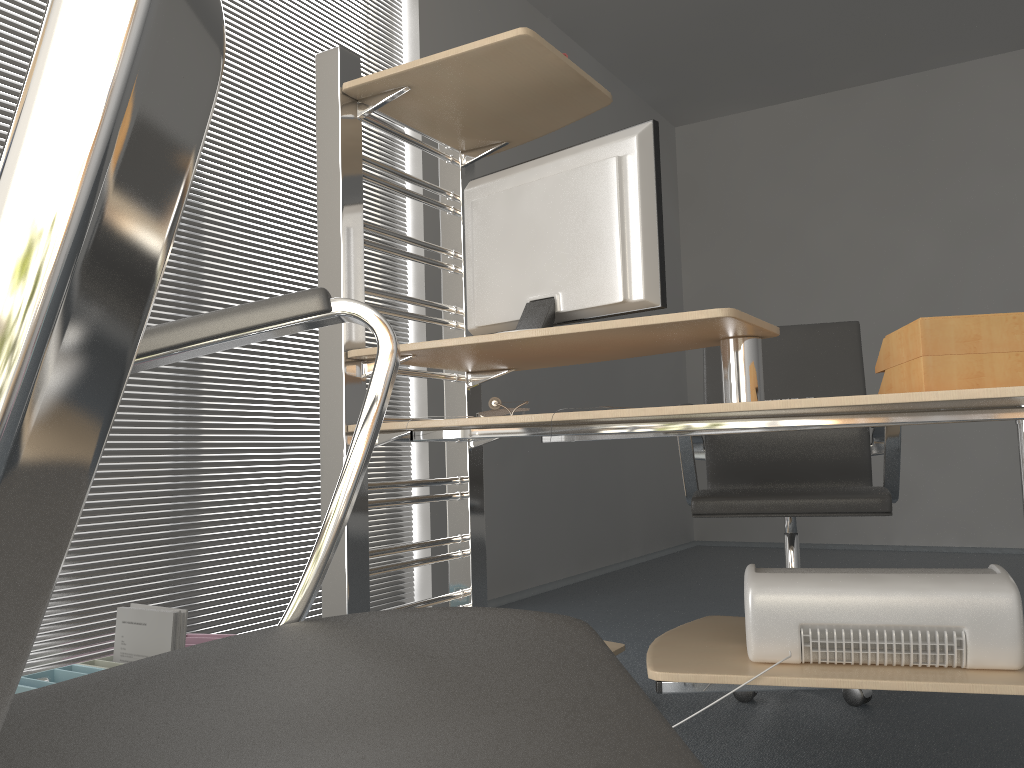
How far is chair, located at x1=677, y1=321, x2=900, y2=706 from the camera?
2.2 meters

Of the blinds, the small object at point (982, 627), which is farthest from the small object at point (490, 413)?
the blinds

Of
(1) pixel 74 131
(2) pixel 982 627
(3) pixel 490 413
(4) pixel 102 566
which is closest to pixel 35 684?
(4) pixel 102 566

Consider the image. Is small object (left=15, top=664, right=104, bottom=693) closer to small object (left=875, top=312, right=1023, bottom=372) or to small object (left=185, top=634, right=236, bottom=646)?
small object (left=185, top=634, right=236, bottom=646)

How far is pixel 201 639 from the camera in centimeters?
239cm

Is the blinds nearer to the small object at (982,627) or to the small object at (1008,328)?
the small object at (982,627)

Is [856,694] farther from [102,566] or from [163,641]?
[102,566]

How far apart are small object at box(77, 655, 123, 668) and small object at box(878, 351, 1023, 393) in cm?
184

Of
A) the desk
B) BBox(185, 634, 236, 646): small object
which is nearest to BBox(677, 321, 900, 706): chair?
the desk

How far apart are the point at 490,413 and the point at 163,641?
0.95m
